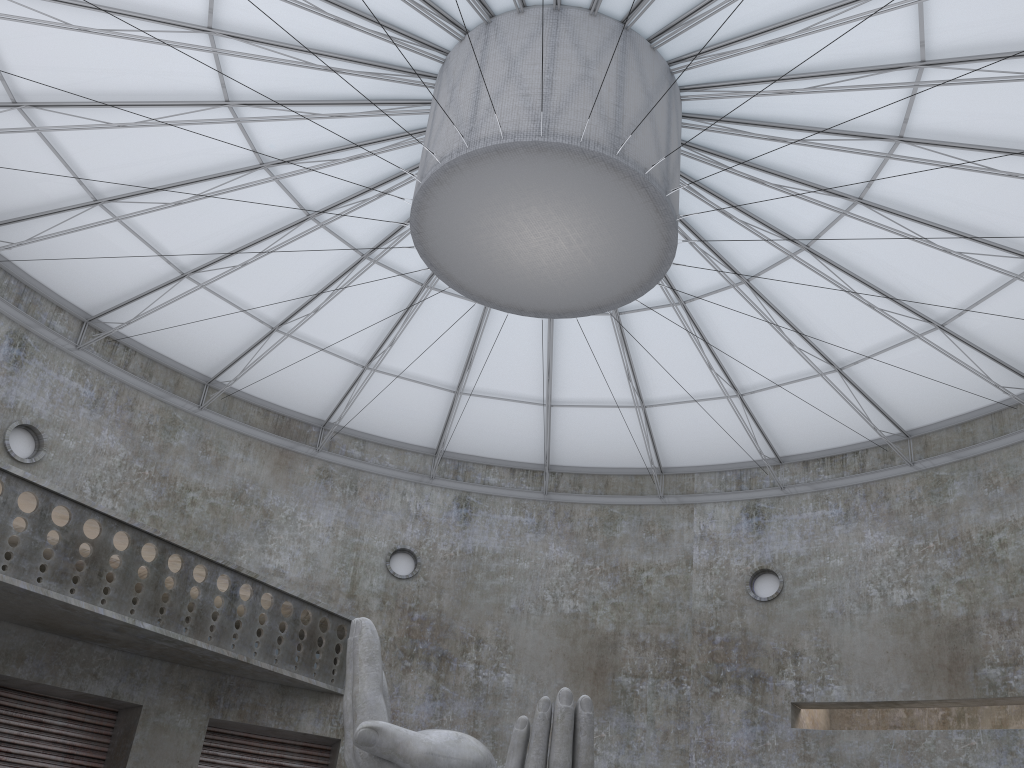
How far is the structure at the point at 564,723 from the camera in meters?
15.1 m

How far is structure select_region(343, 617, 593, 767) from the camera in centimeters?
1509cm

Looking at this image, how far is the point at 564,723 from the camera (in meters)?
15.09
